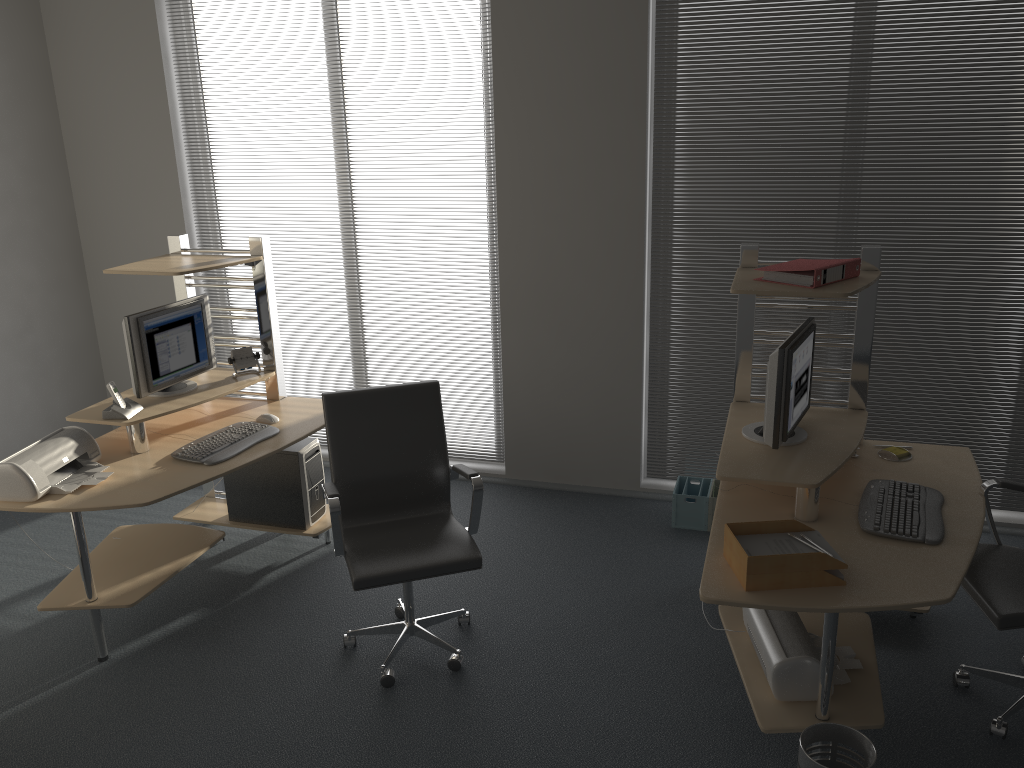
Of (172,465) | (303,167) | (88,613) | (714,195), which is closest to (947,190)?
(714,195)

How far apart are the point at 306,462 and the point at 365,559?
1.2m

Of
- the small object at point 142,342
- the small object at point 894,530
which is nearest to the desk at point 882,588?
the small object at point 894,530

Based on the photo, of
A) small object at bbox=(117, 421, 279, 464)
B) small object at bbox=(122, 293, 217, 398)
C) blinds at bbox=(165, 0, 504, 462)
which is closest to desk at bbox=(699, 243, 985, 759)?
blinds at bbox=(165, 0, 504, 462)

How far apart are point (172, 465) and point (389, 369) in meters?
1.8

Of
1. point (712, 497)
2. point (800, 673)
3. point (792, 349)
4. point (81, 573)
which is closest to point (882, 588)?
point (800, 673)

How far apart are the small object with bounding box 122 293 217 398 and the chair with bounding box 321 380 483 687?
1.0m

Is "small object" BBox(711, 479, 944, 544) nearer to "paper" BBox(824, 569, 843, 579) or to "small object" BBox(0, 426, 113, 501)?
"paper" BBox(824, 569, 843, 579)

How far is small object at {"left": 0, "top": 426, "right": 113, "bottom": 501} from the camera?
3.4 meters

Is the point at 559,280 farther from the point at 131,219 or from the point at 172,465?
the point at 131,219
